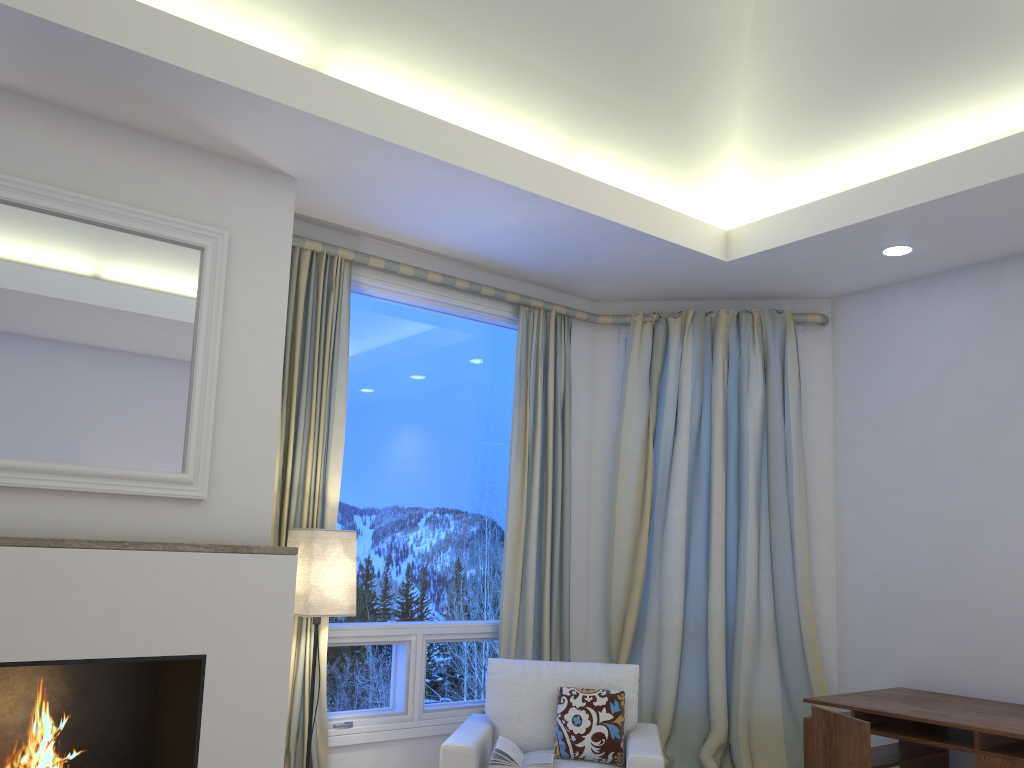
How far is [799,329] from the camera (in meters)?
4.57

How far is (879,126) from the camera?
3.5m

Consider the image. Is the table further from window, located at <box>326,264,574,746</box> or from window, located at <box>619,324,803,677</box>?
window, located at <box>619,324,803,677</box>

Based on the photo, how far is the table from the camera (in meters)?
3.00

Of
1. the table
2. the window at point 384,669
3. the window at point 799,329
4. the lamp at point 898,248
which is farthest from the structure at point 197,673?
the lamp at point 898,248

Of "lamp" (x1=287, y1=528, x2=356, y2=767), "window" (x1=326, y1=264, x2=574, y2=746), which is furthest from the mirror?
"window" (x1=326, y1=264, x2=574, y2=746)

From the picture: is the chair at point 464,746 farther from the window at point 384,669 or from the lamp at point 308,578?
the lamp at point 308,578

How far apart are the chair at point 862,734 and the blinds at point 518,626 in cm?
129

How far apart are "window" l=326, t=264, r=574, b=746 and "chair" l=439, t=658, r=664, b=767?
0.3m

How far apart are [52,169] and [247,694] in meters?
1.8
